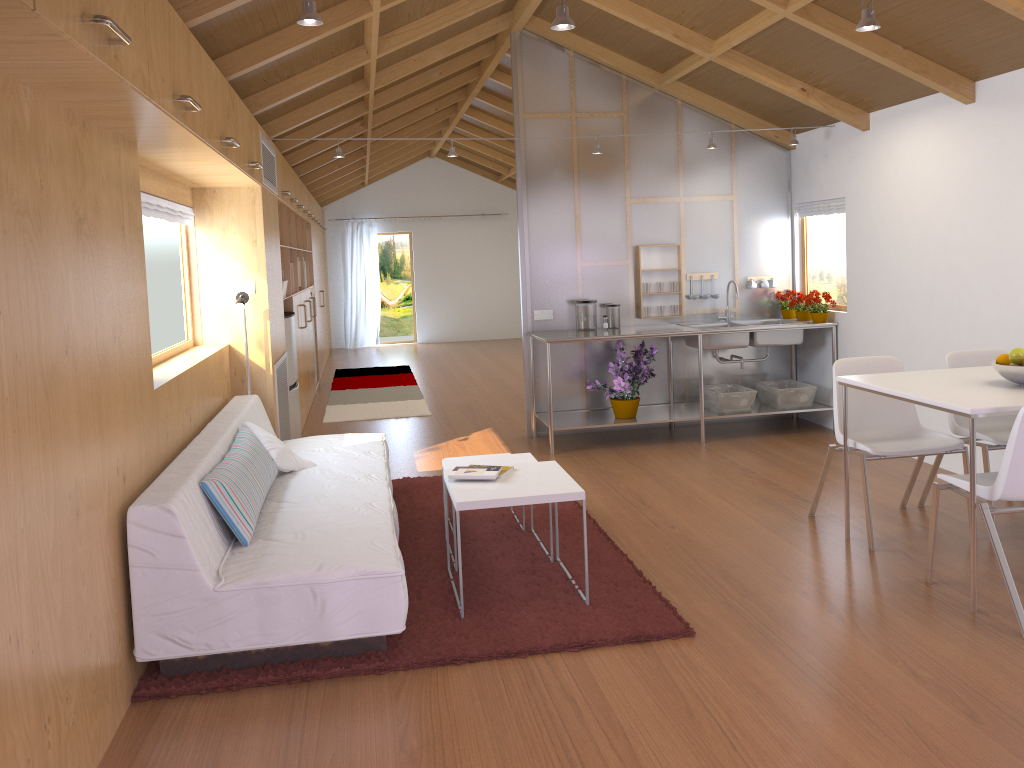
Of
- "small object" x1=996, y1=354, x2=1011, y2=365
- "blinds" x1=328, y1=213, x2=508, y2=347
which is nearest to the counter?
"small object" x1=996, y1=354, x2=1011, y2=365

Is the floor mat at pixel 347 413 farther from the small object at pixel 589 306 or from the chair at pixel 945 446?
the chair at pixel 945 446

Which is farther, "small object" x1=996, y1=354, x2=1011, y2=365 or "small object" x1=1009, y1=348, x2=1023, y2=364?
"small object" x1=996, y1=354, x2=1011, y2=365

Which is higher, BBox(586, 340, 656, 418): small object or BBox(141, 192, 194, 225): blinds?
BBox(141, 192, 194, 225): blinds

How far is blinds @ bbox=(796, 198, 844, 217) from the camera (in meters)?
6.11

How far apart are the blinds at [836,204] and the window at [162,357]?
4.25m

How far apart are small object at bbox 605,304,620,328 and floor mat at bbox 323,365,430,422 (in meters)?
2.11

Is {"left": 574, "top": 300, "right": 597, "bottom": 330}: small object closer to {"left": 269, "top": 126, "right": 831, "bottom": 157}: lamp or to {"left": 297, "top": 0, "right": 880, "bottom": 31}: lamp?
{"left": 269, "top": 126, "right": 831, "bottom": 157}: lamp

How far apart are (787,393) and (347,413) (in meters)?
3.80

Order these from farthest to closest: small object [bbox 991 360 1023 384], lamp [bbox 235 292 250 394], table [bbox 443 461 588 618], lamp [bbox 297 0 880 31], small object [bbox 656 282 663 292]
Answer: small object [bbox 656 282 663 292] → lamp [bbox 235 292 250 394] → small object [bbox 991 360 1023 384] → table [bbox 443 461 588 618] → lamp [bbox 297 0 880 31]
